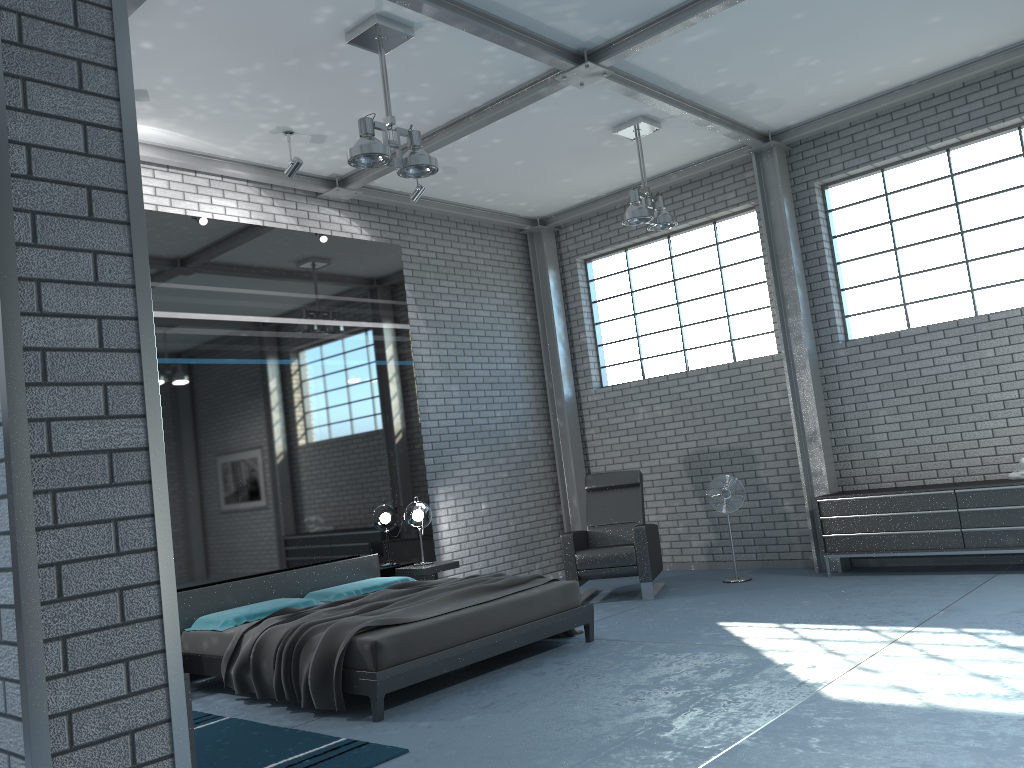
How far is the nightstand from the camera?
7.5m

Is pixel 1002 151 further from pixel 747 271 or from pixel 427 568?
pixel 427 568

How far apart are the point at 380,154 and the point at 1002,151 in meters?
5.3

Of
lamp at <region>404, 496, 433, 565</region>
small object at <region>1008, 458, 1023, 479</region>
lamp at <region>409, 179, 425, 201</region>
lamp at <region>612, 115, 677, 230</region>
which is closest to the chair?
lamp at <region>404, 496, 433, 565</region>

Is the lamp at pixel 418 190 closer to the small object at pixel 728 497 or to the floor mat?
the small object at pixel 728 497

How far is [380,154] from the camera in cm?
515

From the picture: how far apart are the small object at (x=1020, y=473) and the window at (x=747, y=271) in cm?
245

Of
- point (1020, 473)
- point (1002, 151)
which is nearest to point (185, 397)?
point (1020, 473)

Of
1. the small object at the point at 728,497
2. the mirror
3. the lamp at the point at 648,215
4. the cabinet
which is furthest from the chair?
the lamp at the point at 648,215

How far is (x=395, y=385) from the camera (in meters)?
8.20
